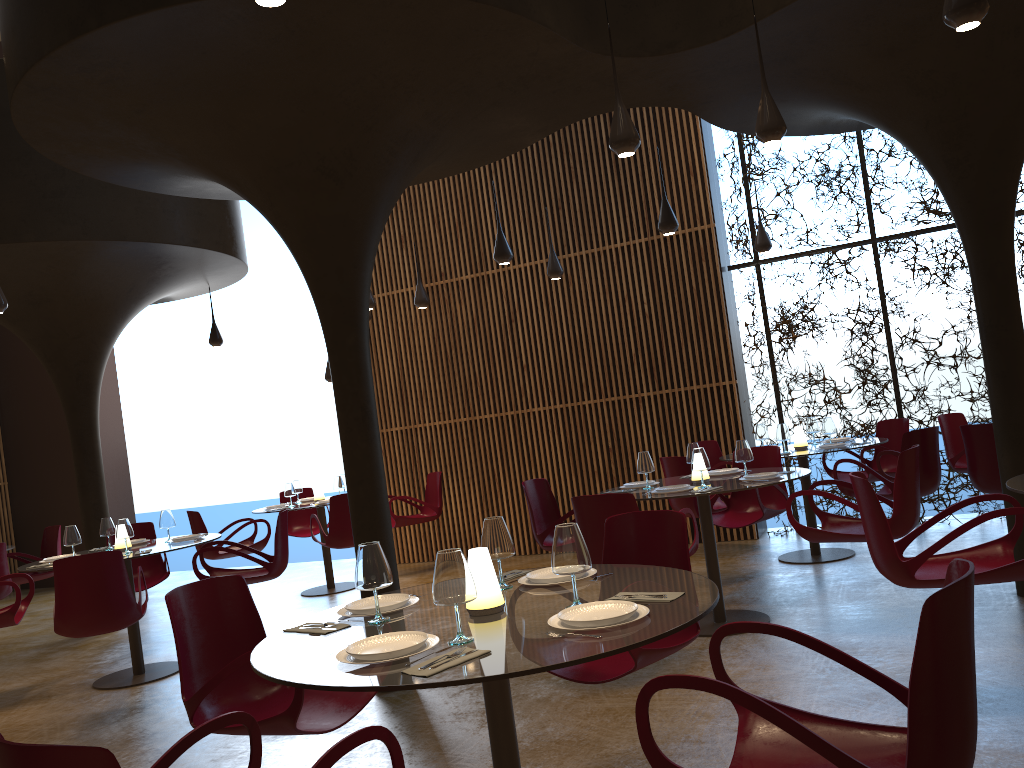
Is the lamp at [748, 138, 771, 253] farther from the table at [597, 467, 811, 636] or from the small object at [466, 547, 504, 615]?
the small object at [466, 547, 504, 615]

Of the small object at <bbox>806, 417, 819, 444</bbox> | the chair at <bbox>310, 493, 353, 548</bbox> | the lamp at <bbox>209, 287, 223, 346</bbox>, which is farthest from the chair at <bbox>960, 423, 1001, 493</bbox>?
the lamp at <bbox>209, 287, 223, 346</bbox>

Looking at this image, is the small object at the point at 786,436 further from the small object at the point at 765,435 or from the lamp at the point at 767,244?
the lamp at the point at 767,244

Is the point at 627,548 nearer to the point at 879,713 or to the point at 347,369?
the point at 879,713

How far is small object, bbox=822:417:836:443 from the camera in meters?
8.8

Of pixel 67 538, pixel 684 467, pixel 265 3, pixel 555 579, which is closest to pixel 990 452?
pixel 684 467

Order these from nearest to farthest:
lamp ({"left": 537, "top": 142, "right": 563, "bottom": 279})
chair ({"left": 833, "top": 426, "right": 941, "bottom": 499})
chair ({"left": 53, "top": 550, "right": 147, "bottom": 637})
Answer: chair ({"left": 53, "top": 550, "right": 147, "bottom": 637}) < chair ({"left": 833, "top": 426, "right": 941, "bottom": 499}) < lamp ({"left": 537, "top": 142, "right": 563, "bottom": 279})

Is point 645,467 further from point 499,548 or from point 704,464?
point 499,548

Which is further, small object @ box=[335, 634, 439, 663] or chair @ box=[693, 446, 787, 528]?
chair @ box=[693, 446, 787, 528]

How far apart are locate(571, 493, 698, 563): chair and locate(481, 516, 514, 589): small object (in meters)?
2.08
